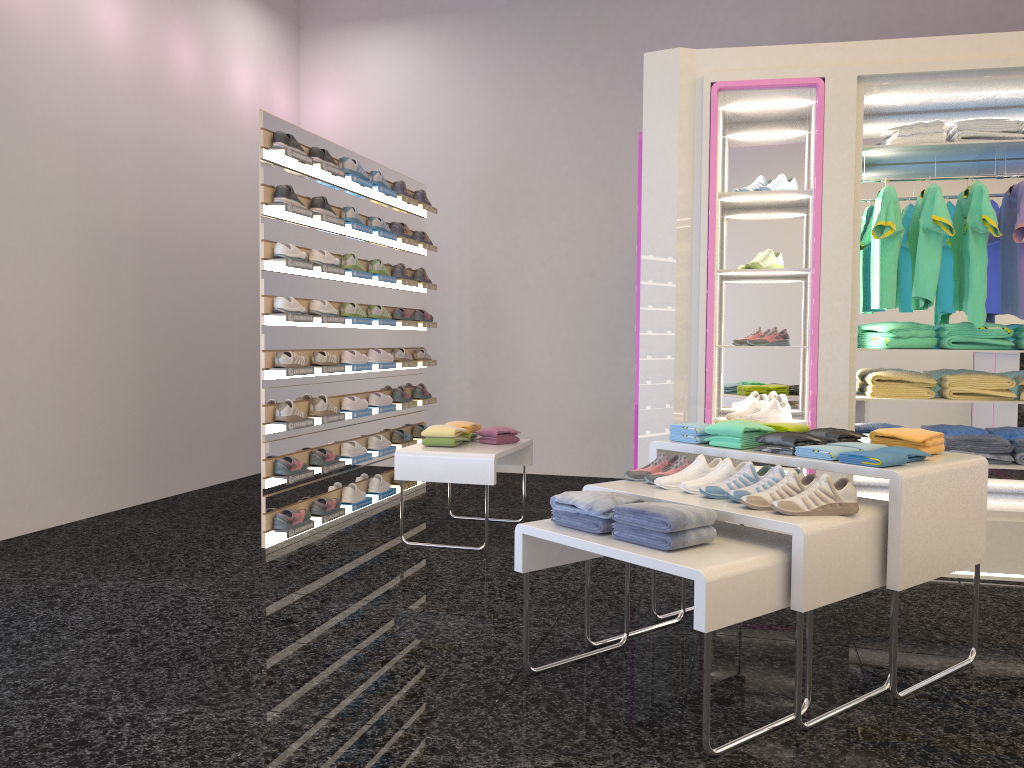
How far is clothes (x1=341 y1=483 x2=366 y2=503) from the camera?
5.9 meters

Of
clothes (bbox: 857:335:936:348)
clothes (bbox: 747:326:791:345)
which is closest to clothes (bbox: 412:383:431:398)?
clothes (bbox: 747:326:791:345)

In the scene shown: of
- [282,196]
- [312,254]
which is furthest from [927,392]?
[282,196]

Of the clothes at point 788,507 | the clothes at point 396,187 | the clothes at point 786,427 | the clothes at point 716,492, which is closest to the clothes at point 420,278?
the clothes at point 396,187

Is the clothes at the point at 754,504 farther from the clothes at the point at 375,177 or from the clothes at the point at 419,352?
the clothes at the point at 419,352

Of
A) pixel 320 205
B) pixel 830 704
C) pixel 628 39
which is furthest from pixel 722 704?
pixel 628 39

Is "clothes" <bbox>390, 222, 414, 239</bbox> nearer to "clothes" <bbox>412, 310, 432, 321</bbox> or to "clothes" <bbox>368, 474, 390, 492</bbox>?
"clothes" <bbox>412, 310, 432, 321</bbox>

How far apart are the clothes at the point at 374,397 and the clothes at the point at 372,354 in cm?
26

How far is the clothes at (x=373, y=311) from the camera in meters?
6.2

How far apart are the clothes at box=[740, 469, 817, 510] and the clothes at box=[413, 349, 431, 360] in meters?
4.4 m
